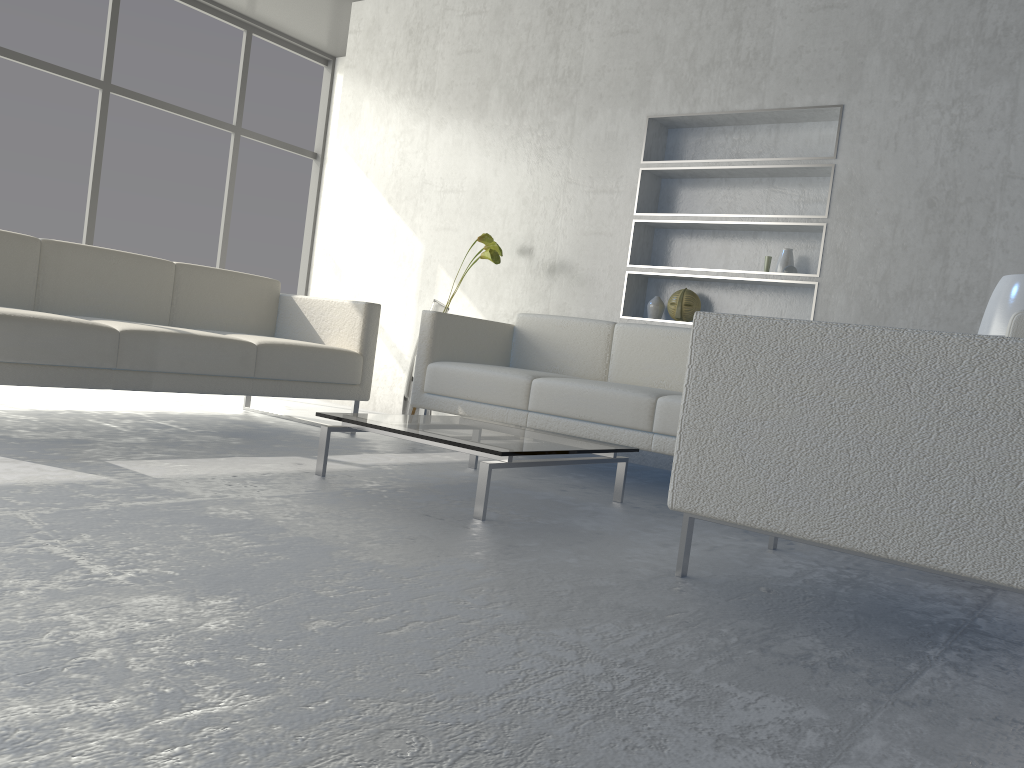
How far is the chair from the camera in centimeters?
158cm

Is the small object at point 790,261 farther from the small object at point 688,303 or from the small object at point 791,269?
the small object at point 688,303

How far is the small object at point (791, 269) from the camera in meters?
3.9 m

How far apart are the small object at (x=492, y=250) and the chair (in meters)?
2.23

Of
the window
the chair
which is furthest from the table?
the window

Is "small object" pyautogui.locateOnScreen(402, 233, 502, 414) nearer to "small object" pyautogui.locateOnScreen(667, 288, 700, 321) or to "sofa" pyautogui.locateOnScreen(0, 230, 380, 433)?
"sofa" pyautogui.locateOnScreen(0, 230, 380, 433)

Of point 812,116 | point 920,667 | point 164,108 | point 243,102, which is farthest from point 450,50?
point 920,667

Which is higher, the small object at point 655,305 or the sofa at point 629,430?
A: the small object at point 655,305

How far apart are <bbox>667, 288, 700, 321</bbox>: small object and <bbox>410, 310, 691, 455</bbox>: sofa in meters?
0.3 m

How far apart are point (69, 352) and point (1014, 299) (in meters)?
3.09
